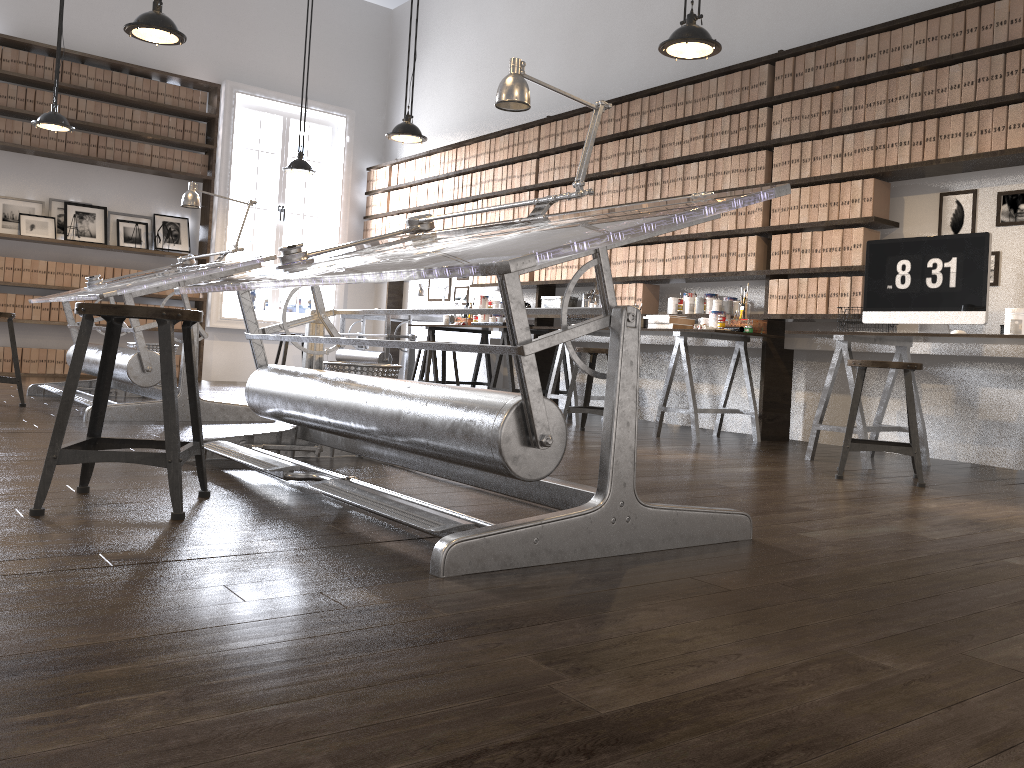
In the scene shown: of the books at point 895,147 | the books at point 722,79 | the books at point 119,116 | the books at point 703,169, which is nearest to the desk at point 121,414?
the books at point 119,116

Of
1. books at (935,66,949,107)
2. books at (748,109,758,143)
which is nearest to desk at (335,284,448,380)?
books at (748,109,758,143)

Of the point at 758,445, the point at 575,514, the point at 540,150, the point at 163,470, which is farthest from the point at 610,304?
the point at 540,150

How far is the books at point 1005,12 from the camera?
4.40m

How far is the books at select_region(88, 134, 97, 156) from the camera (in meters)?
8.22

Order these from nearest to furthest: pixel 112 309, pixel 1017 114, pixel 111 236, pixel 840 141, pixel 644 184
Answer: pixel 112 309 → pixel 1017 114 → pixel 840 141 → pixel 644 184 → pixel 111 236

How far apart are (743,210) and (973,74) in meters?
1.5

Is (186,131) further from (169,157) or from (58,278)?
(58,278)

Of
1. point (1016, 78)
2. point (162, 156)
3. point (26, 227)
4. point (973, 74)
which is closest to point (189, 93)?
point (162, 156)

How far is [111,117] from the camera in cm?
831
